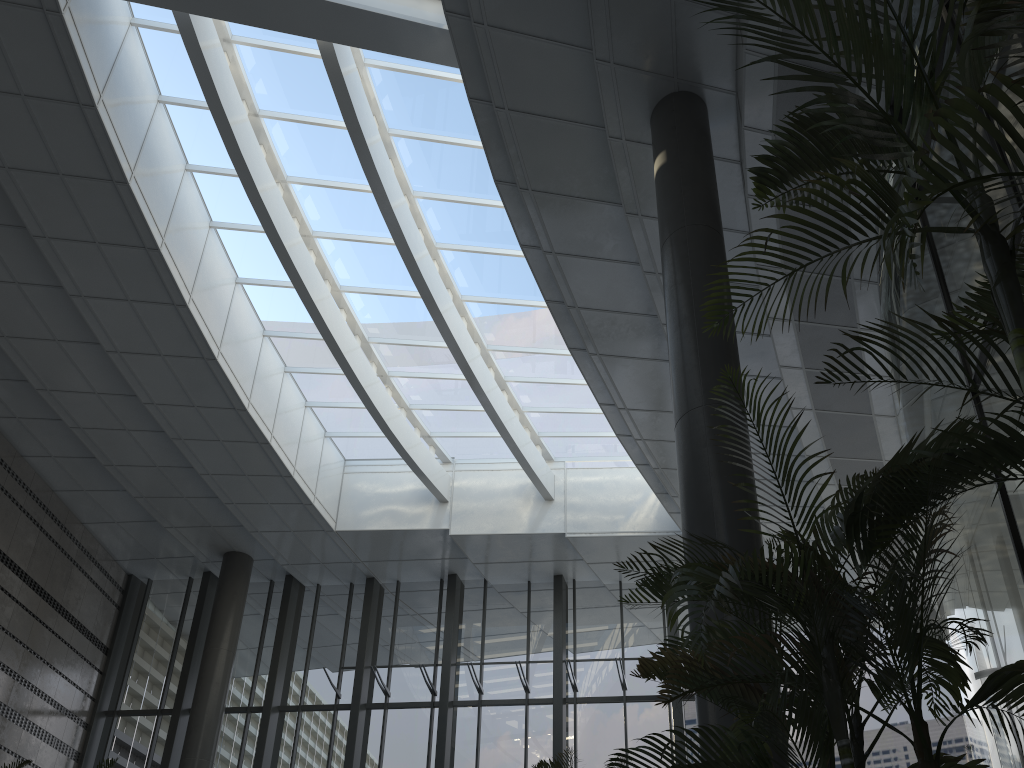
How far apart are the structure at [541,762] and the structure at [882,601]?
2.0 meters

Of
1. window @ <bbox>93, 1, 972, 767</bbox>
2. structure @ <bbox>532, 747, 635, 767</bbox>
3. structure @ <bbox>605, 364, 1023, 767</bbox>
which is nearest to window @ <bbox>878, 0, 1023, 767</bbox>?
structure @ <bbox>605, 364, 1023, 767</bbox>

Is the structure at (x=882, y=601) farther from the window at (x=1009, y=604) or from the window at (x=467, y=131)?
the window at (x=467, y=131)

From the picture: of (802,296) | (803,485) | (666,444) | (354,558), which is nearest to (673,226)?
(802,296)

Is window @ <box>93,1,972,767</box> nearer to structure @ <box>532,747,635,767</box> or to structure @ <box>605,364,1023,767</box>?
structure @ <box>532,747,635,767</box>

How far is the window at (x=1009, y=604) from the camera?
4.67m

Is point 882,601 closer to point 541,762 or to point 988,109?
point 988,109

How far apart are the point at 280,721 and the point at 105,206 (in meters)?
7.75

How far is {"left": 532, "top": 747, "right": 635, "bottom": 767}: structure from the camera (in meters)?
5.12

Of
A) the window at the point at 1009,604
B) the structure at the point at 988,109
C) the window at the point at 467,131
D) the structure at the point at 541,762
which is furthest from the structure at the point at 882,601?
the window at the point at 467,131
